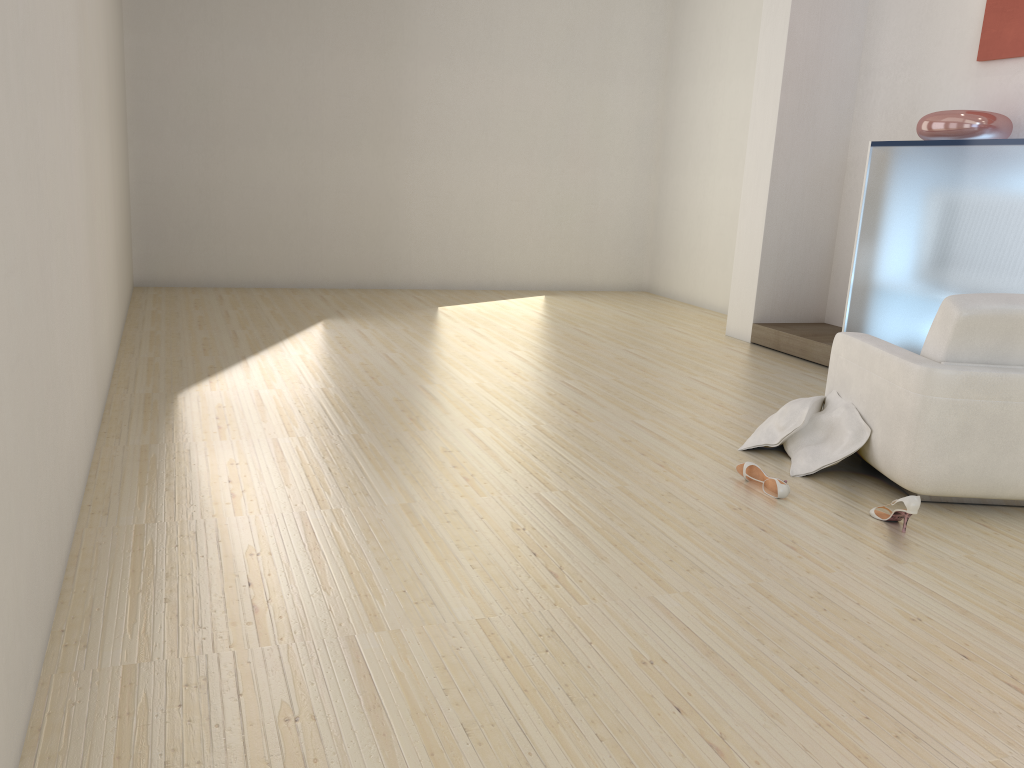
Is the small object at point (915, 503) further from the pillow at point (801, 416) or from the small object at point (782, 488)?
the pillow at point (801, 416)

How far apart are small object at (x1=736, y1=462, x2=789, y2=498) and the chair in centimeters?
46cm

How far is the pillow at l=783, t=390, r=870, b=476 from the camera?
3.84m

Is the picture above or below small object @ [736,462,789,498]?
above

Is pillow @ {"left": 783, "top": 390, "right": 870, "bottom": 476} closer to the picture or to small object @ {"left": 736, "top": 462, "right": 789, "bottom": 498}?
small object @ {"left": 736, "top": 462, "right": 789, "bottom": 498}

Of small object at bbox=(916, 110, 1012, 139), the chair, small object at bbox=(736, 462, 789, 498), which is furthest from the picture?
small object at bbox=(736, 462, 789, 498)

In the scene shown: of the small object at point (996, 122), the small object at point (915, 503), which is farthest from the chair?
the small object at point (996, 122)

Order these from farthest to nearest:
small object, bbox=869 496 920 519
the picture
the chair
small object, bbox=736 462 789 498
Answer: the picture < small object, bbox=736 462 789 498 < the chair < small object, bbox=869 496 920 519

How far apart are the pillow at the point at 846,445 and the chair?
0.0 meters

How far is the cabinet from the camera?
5.0 meters
